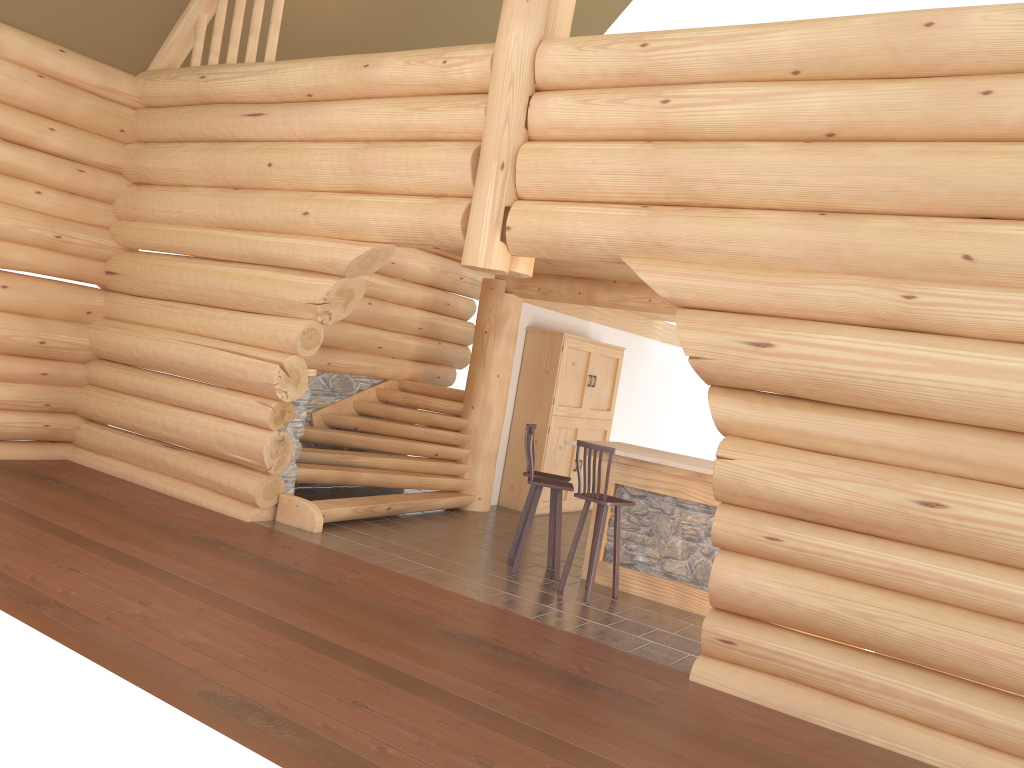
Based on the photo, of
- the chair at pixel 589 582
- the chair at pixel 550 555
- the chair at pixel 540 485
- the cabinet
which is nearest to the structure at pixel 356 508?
the cabinet

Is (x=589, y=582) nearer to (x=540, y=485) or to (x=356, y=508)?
(x=540, y=485)

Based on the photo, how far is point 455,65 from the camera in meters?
7.5

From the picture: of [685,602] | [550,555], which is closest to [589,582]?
[685,602]

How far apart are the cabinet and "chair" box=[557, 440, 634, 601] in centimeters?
366cm

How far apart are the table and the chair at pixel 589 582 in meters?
0.3

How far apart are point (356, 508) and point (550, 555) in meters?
2.0 m

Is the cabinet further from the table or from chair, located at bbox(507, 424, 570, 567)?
chair, located at bbox(507, 424, 570, 567)

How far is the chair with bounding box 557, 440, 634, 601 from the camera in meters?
7.5 m

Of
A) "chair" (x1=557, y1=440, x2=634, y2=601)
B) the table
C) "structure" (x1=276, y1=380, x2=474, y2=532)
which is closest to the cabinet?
"structure" (x1=276, y1=380, x2=474, y2=532)
